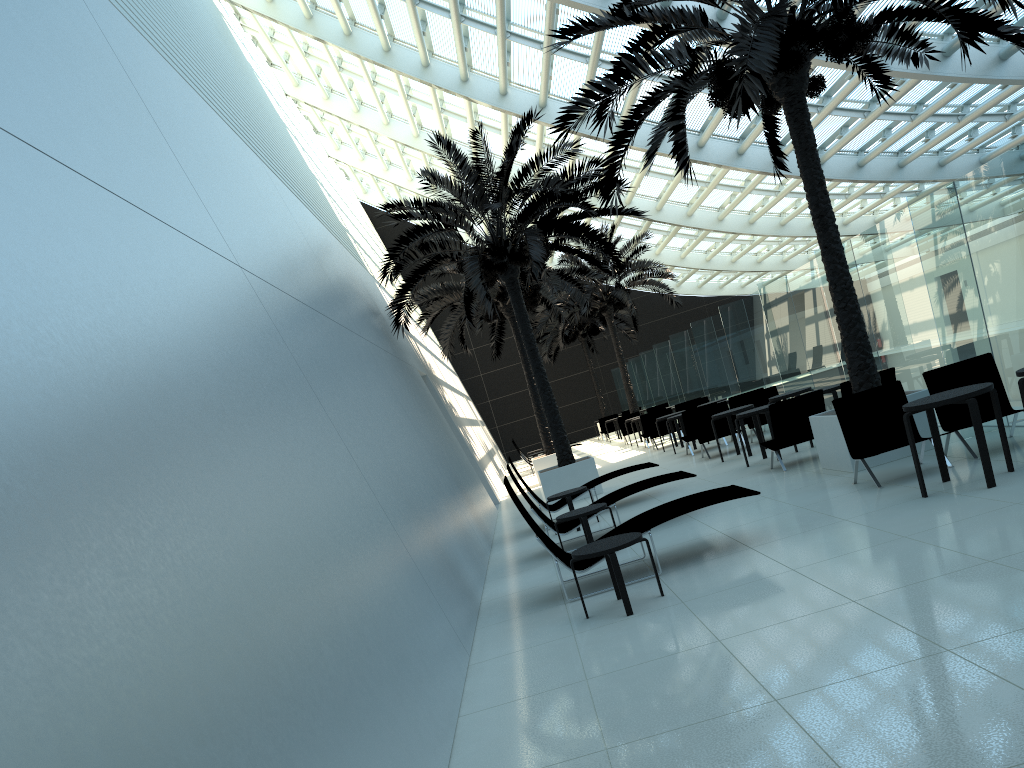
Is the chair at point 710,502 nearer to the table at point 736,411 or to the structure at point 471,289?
the table at point 736,411

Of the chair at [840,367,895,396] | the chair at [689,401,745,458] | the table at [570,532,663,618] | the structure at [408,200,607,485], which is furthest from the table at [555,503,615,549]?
the structure at [408,200,607,485]

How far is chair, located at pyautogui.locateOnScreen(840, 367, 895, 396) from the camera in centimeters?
1117cm

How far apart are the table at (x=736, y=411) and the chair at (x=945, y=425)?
5.3m

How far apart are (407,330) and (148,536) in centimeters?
1283cm

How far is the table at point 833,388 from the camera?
12.44m

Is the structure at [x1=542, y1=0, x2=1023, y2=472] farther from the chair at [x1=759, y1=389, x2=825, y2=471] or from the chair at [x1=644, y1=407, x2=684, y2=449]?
the chair at [x1=644, y1=407, x2=684, y2=449]

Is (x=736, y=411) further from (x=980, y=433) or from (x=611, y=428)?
(x=611, y=428)

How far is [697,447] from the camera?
18.57m

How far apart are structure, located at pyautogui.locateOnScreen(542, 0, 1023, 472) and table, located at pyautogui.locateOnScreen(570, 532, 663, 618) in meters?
4.0
